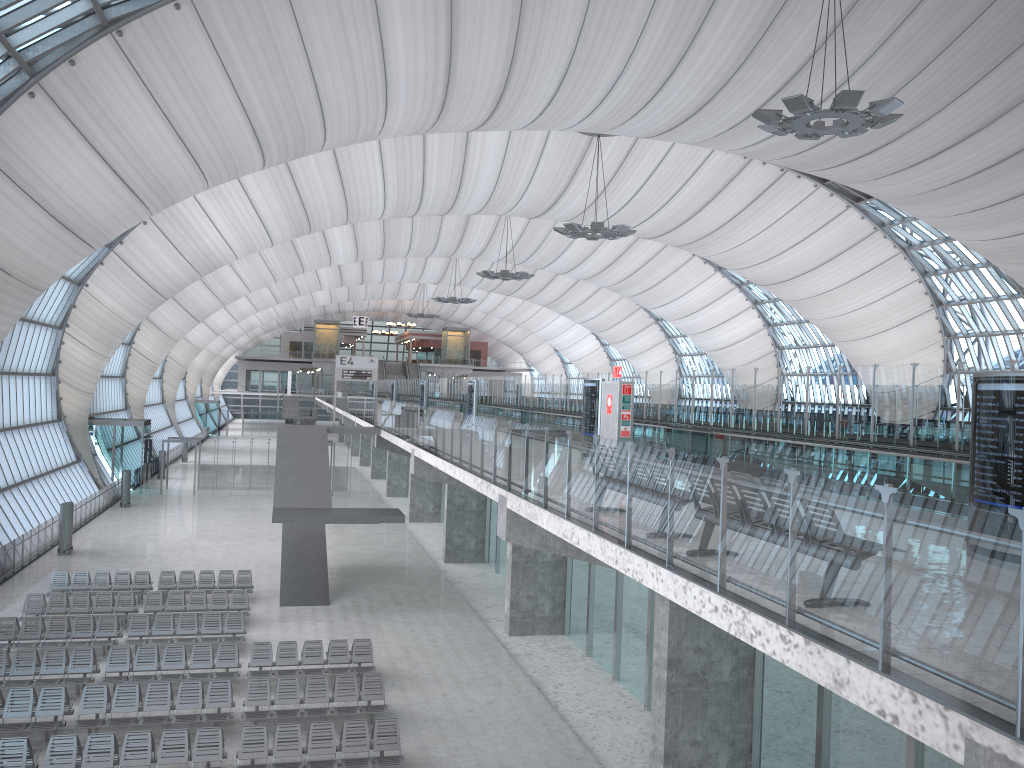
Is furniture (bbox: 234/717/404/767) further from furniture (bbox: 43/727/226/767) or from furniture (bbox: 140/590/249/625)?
furniture (bbox: 140/590/249/625)

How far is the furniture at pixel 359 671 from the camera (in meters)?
18.93

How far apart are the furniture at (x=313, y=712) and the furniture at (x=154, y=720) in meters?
0.3 m

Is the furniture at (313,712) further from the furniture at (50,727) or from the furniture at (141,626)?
the furniture at (141,626)

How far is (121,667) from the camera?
18.2m

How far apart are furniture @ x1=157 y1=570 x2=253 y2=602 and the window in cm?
820

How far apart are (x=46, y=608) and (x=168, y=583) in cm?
370

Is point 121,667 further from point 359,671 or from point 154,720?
point 359,671

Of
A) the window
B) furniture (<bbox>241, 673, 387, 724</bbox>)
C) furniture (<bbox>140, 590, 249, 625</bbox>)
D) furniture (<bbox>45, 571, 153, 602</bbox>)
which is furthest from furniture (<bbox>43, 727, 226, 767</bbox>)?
the window

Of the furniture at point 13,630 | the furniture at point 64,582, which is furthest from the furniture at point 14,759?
the furniture at point 64,582
